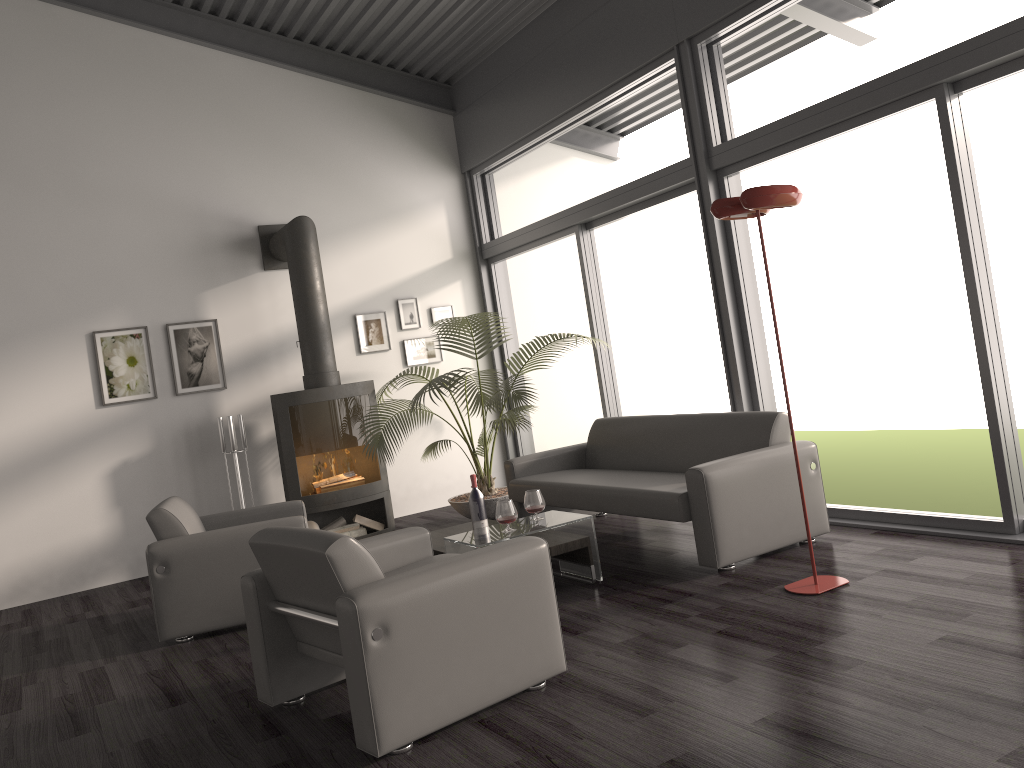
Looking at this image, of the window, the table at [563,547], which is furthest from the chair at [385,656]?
the window

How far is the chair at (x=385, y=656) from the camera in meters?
2.8

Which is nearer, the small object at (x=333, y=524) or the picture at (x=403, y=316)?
the small object at (x=333, y=524)

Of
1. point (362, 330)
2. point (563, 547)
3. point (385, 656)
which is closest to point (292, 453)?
point (362, 330)

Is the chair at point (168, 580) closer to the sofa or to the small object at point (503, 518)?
the small object at point (503, 518)

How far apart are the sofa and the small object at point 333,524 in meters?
1.7

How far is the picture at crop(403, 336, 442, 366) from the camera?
8.1 meters

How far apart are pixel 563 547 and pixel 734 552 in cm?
86

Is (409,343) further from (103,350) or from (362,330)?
(103,350)

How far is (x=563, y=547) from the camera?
4.5m
